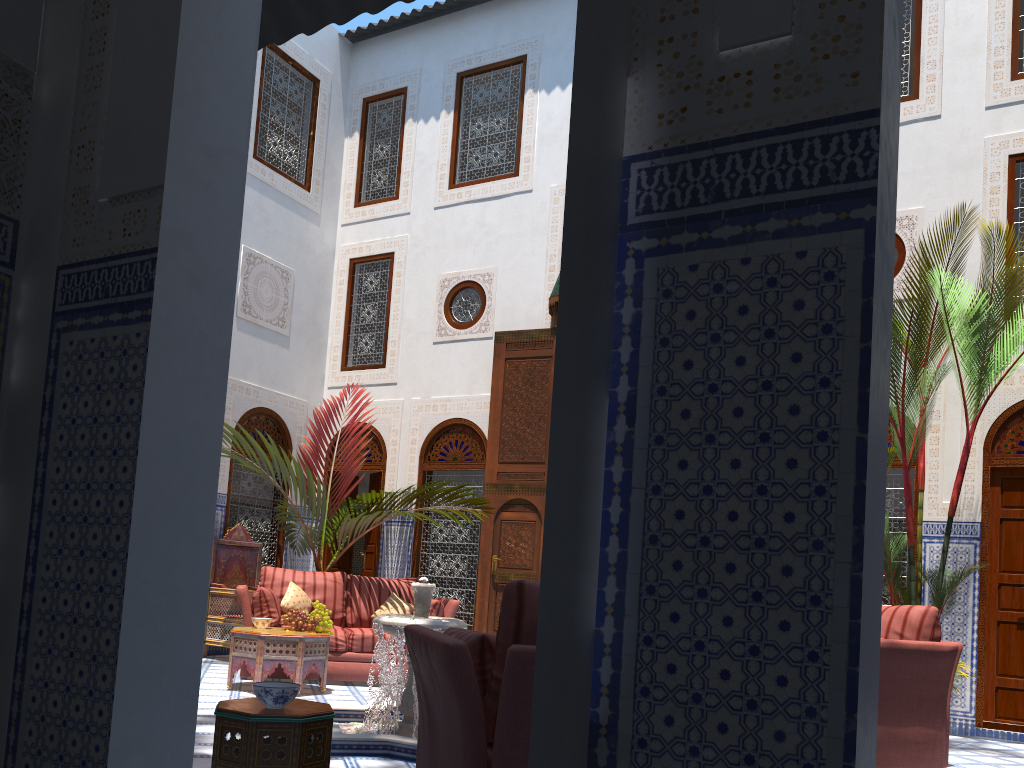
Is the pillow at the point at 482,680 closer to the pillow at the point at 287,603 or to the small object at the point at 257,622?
the small object at the point at 257,622

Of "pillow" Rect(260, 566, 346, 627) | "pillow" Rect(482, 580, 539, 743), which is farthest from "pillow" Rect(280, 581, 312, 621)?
"pillow" Rect(482, 580, 539, 743)

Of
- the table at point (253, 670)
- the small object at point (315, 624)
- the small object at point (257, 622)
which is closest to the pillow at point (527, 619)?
the table at point (253, 670)

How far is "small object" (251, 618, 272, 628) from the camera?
4.80m

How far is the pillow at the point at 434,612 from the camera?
5.31m

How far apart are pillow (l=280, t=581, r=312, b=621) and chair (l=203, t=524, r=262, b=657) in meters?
0.7 m

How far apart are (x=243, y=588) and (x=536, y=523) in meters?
2.1

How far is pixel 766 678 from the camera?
0.9m

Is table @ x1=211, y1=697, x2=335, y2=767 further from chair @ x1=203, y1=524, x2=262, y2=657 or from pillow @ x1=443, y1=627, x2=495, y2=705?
chair @ x1=203, y1=524, x2=262, y2=657

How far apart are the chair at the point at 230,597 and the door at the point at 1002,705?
4.49m
